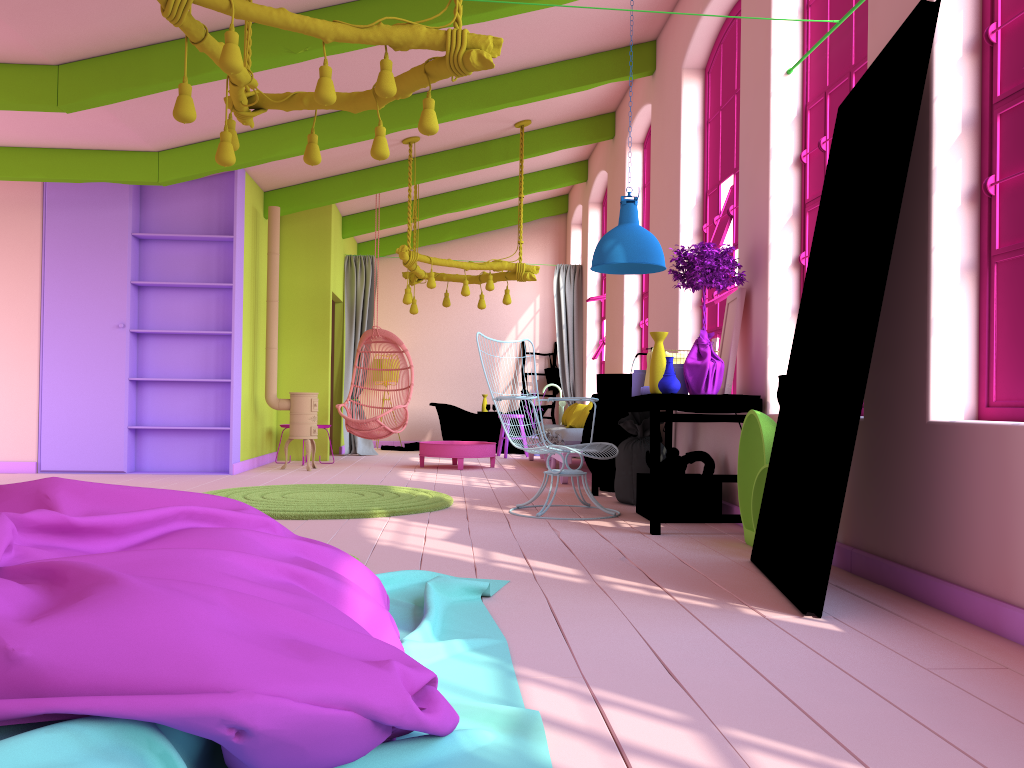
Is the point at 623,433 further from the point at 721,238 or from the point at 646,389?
the point at 721,238

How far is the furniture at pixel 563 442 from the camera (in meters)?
8.46

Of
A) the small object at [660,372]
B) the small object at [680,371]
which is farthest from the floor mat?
the small object at [680,371]

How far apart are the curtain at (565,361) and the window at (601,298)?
0.7m

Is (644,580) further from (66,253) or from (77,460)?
(66,253)

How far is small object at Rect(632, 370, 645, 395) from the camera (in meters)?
6.32

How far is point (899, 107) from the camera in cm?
316

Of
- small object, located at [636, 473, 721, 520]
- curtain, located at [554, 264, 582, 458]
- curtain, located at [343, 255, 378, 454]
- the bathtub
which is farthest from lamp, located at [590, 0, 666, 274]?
the bathtub

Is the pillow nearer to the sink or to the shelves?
the sink

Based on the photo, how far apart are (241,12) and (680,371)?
3.2 meters
